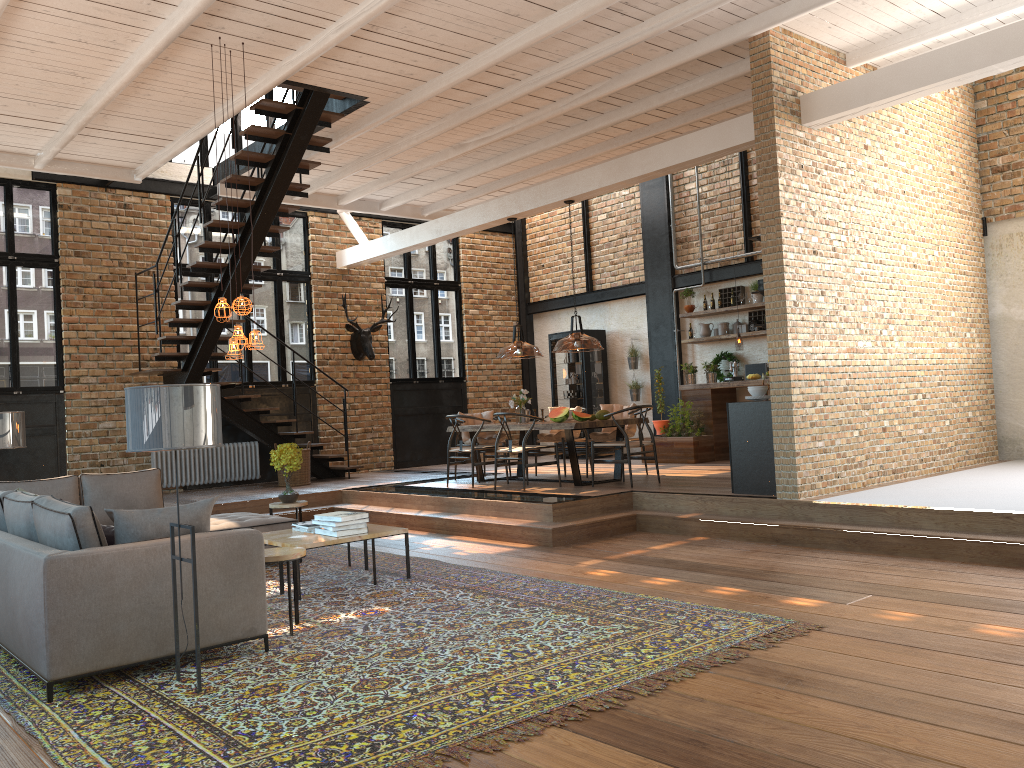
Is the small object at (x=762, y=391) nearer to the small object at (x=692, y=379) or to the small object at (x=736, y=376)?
the small object at (x=736, y=376)

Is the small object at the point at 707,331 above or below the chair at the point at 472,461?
above

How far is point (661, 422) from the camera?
12.8 meters

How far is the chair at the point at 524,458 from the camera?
9.6m

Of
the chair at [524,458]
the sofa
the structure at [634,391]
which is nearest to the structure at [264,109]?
the sofa

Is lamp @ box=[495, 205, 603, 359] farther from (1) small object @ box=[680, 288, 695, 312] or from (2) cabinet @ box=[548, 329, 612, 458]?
(2) cabinet @ box=[548, 329, 612, 458]

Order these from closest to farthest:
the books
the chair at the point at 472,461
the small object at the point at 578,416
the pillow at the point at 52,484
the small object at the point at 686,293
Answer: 1. the books
2. the pillow at the point at 52,484
3. the small object at the point at 578,416
4. the chair at the point at 472,461
5. the small object at the point at 686,293

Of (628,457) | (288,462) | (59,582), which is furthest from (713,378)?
(59,582)

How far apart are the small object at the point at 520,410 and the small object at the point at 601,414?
1.1m

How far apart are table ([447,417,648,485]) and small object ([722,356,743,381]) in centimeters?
293cm
